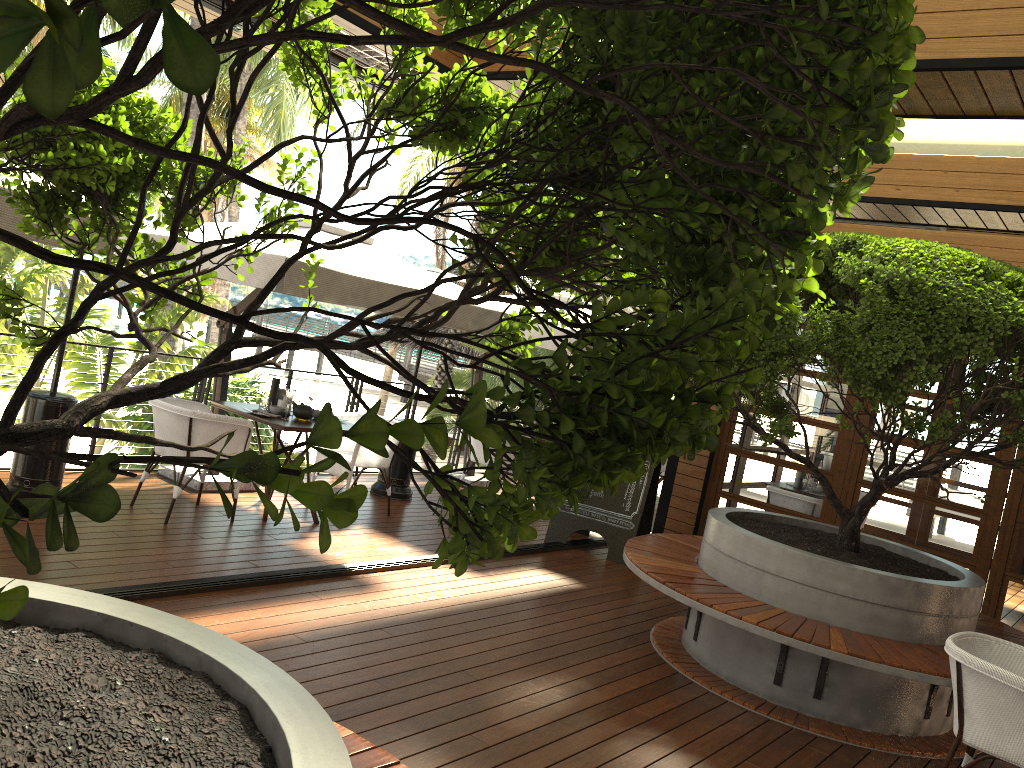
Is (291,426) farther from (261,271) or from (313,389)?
(261,271)

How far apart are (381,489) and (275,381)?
1.8 meters

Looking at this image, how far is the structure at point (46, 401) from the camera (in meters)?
5.59

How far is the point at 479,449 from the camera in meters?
8.8 m

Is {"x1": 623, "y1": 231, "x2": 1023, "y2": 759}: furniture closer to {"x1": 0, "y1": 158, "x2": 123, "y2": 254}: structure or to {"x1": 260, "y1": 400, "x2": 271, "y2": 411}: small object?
{"x1": 260, "y1": 400, "x2": 271, "y2": 411}: small object

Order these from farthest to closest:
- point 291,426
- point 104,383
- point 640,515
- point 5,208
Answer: point 640,515, point 104,383, point 291,426, point 5,208

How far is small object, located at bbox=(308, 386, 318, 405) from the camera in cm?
707

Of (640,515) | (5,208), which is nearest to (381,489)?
(640,515)

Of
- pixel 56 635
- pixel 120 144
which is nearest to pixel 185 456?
pixel 56 635

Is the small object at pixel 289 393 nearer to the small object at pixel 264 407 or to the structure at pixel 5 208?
the small object at pixel 264 407
